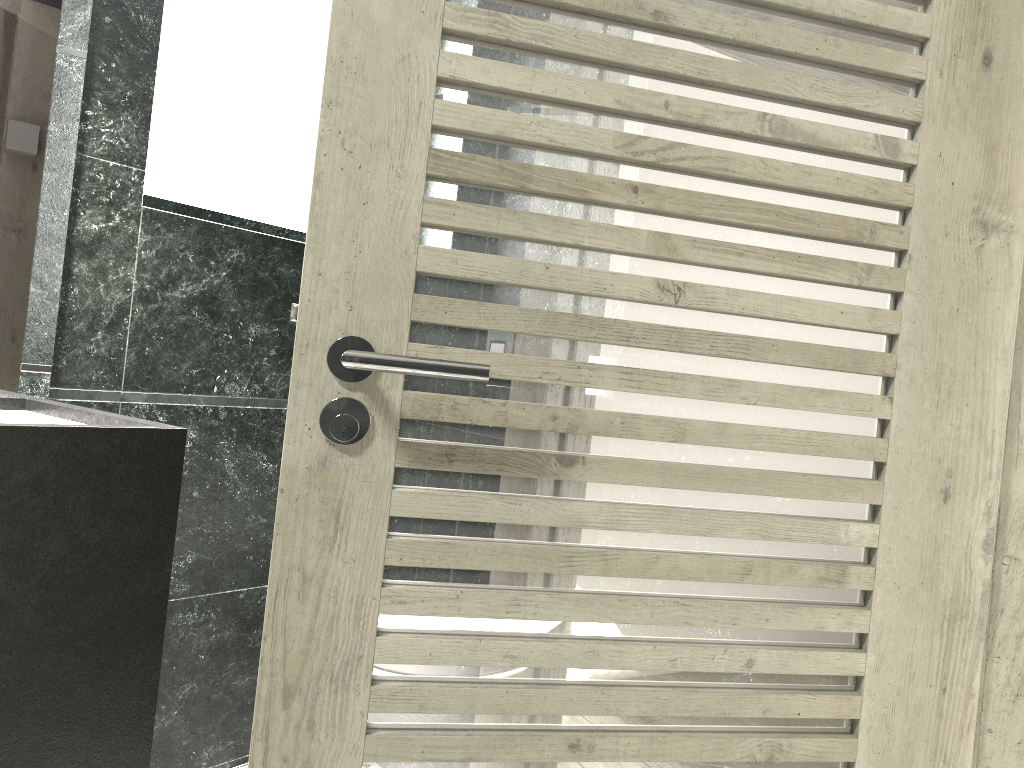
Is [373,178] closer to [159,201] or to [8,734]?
[8,734]

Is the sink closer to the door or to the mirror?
the mirror

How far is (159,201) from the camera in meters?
2.5

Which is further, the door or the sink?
the sink

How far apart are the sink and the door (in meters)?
1.11

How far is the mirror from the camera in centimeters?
203cm

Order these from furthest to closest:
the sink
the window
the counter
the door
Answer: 1. the window
2. the sink
3. the counter
4. the door

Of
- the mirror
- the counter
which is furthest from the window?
the counter

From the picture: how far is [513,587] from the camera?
1.24m

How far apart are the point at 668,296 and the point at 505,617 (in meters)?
0.50
